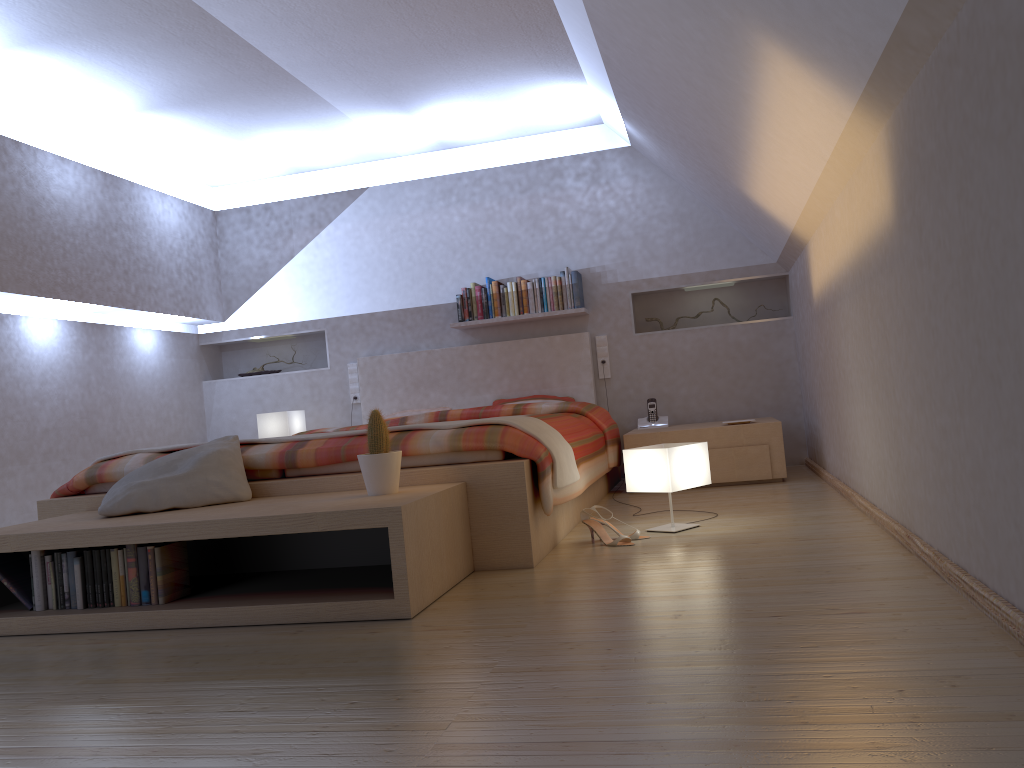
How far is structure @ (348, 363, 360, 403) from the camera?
6.3m

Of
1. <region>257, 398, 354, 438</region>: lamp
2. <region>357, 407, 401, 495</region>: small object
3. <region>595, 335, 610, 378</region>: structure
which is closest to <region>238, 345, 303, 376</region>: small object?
<region>257, 398, 354, 438</region>: lamp

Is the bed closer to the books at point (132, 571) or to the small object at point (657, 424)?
the small object at point (657, 424)

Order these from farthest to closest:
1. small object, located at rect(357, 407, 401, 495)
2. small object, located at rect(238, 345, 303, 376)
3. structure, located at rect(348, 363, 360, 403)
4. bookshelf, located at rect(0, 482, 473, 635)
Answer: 1. small object, located at rect(238, 345, 303, 376)
2. structure, located at rect(348, 363, 360, 403)
3. small object, located at rect(357, 407, 401, 495)
4. bookshelf, located at rect(0, 482, 473, 635)

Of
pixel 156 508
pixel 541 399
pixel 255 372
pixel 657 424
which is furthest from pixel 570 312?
pixel 156 508

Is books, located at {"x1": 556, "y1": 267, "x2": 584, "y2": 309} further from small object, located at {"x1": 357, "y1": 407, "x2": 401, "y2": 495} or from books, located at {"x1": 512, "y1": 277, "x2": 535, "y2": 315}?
small object, located at {"x1": 357, "y1": 407, "x2": 401, "y2": 495}

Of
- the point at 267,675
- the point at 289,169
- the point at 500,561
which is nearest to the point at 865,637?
the point at 267,675

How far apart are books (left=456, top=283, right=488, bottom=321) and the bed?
0.2m

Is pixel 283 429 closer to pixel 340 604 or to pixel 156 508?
pixel 156 508

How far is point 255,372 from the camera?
6.6 meters
